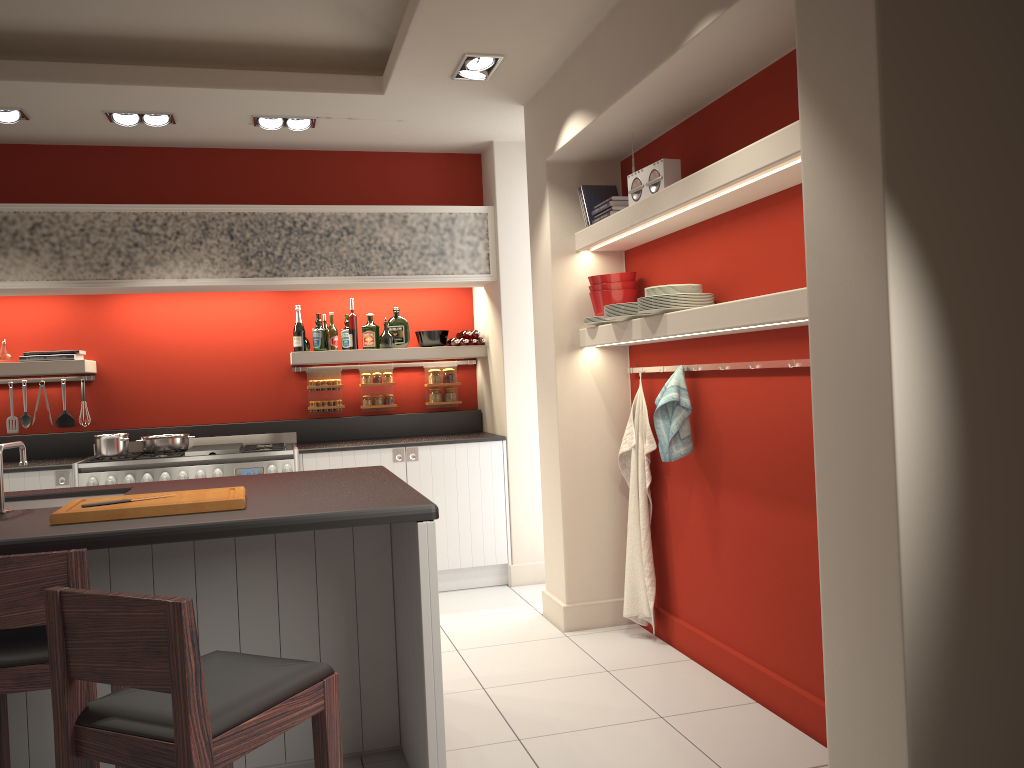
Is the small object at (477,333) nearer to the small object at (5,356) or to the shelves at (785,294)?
the shelves at (785,294)

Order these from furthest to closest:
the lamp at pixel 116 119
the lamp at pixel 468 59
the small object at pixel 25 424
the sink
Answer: the small object at pixel 25 424
the lamp at pixel 116 119
the lamp at pixel 468 59
the sink

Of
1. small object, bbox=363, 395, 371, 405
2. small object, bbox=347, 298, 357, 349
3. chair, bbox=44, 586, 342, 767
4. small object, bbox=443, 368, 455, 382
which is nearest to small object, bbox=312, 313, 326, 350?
small object, bbox=347, 298, 357, 349

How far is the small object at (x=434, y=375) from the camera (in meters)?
6.54

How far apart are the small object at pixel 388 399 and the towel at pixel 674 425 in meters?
2.7 m

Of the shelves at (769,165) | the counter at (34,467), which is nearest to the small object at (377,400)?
the counter at (34,467)

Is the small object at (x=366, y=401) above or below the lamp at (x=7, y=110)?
below

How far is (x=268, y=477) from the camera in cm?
379

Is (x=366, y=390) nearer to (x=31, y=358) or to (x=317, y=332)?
(x=317, y=332)

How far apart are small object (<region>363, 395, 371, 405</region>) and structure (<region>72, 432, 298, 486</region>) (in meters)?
0.57
